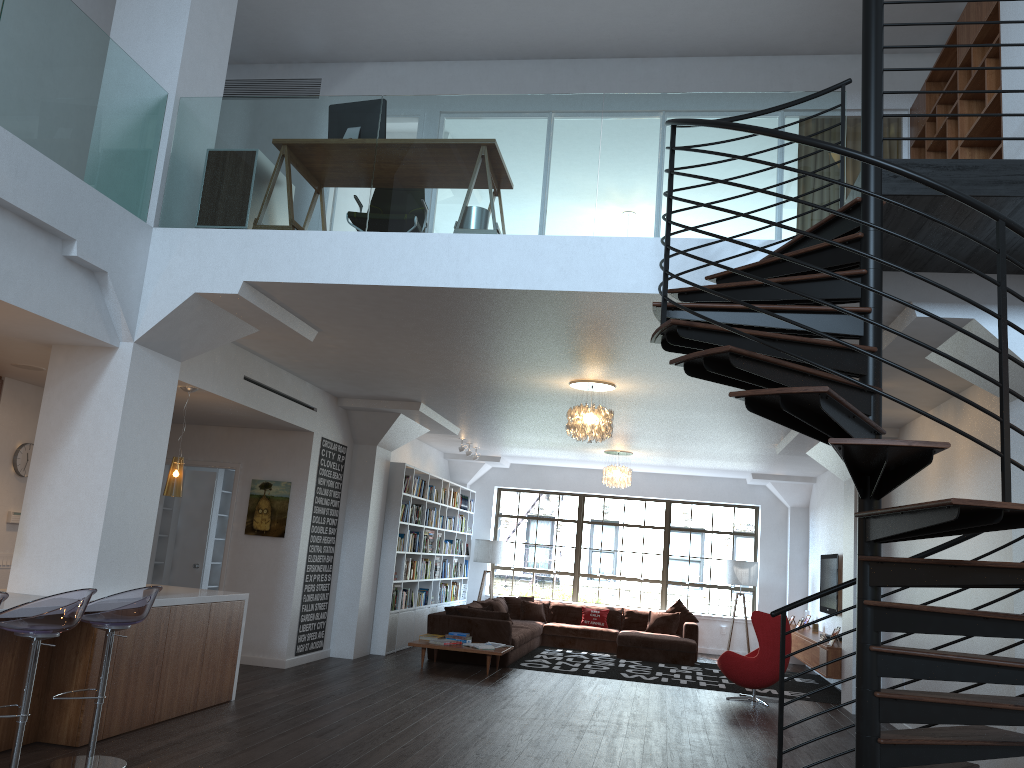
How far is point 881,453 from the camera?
3.22m

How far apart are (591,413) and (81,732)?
4.7 meters

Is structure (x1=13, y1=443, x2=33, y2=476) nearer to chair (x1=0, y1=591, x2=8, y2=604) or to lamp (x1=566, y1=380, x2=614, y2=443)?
chair (x1=0, y1=591, x2=8, y2=604)

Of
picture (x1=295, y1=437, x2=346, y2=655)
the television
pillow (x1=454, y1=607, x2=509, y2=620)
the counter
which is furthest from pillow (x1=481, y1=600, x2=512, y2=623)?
the counter

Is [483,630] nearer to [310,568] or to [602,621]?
[310,568]

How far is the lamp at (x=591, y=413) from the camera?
8.09m

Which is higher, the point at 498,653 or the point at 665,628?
the point at 665,628

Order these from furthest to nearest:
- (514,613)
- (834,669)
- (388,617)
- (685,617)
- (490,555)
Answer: (490,555) → (514,613) → (685,617) → (388,617) → (834,669)

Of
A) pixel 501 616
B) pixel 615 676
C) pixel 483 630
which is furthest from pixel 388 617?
pixel 615 676

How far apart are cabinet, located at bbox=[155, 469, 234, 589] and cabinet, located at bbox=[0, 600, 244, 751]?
4.55m
